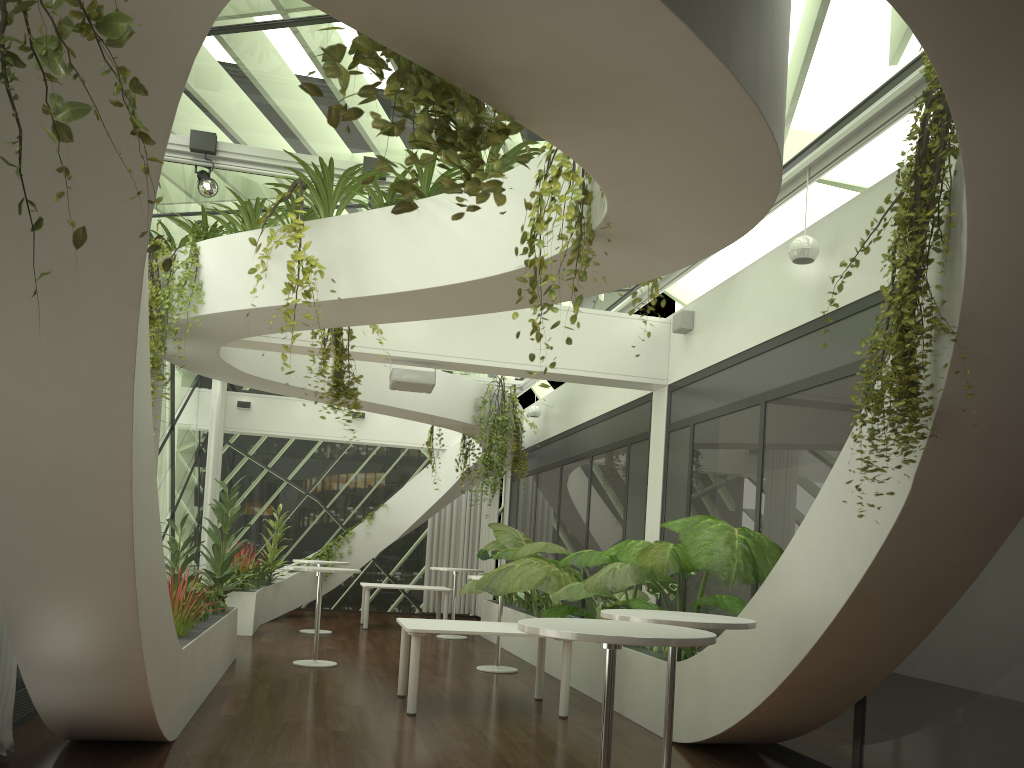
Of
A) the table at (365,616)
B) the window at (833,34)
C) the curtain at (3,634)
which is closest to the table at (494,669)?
the table at (365,616)

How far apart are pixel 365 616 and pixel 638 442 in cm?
629

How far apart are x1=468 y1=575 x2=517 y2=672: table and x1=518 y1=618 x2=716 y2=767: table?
6.3m

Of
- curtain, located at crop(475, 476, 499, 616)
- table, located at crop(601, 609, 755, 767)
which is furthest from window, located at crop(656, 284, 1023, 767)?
curtain, located at crop(475, 476, 499, 616)

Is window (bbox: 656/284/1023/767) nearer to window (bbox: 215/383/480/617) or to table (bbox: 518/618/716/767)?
table (bbox: 518/618/716/767)

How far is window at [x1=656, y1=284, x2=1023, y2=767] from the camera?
4.4 meters

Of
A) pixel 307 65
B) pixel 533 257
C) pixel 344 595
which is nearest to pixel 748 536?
pixel 533 257

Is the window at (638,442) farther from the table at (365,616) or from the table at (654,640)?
the table at (654,640)

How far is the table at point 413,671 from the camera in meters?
7.0 m

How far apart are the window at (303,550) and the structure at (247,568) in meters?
1.5
